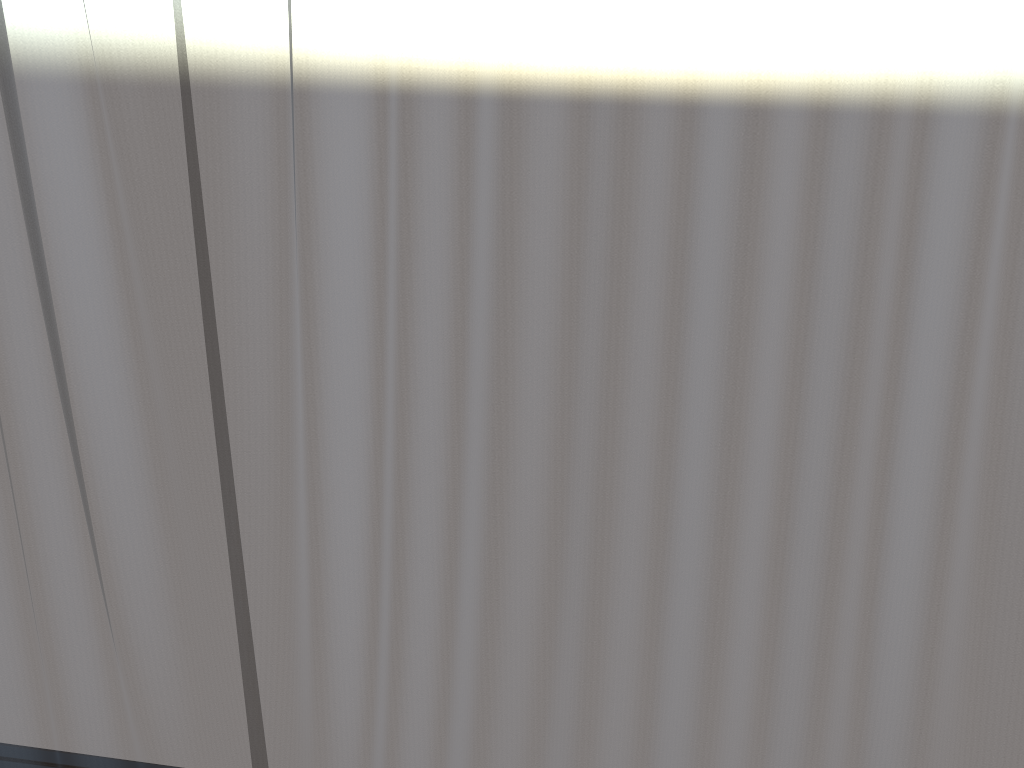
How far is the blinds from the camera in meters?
0.9 m

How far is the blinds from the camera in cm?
95

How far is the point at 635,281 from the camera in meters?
1.0

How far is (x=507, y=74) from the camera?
0.95m

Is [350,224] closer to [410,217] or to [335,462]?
[410,217]
